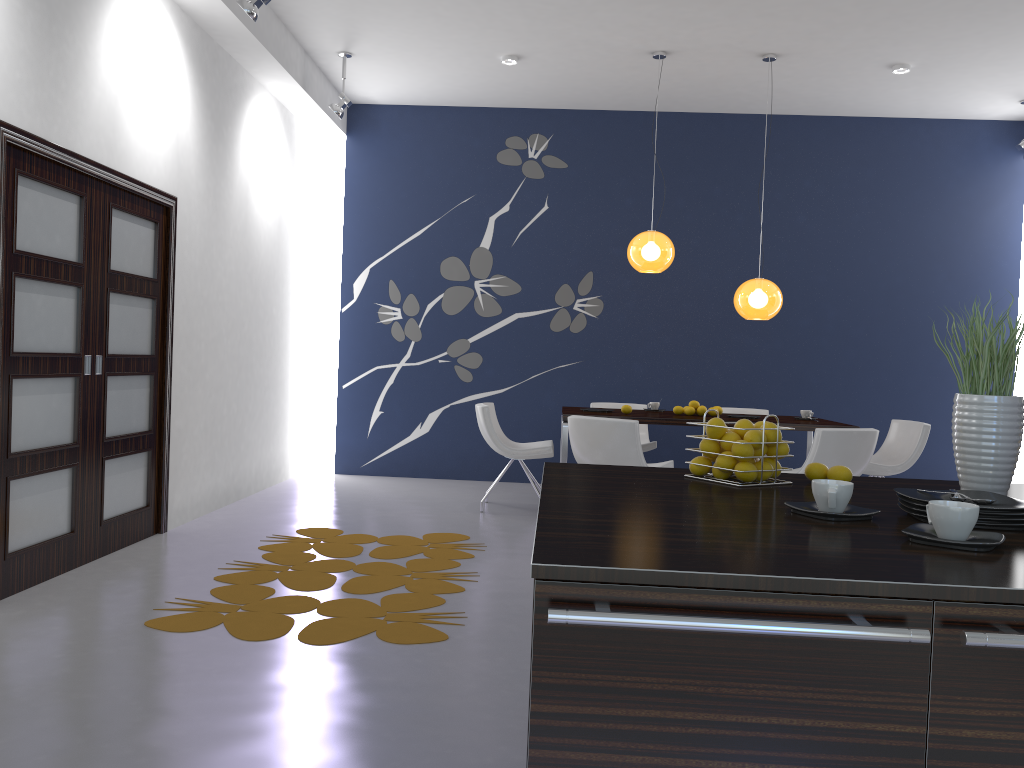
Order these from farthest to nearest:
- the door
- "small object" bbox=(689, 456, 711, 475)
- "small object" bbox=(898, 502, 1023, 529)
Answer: Answer: the door
"small object" bbox=(689, 456, 711, 475)
"small object" bbox=(898, 502, 1023, 529)

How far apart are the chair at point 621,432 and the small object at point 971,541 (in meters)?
3.88

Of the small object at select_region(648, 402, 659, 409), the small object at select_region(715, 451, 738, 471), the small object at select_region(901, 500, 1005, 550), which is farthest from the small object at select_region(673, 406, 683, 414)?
the small object at select_region(901, 500, 1005, 550)

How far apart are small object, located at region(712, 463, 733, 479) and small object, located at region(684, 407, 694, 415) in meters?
4.5 m

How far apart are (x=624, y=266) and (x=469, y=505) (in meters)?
2.80

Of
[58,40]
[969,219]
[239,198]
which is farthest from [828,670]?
[969,219]

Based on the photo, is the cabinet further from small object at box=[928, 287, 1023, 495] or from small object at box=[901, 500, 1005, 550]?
small object at box=[928, 287, 1023, 495]

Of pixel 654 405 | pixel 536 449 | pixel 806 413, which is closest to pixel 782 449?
pixel 536 449

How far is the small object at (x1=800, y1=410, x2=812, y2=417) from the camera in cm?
670

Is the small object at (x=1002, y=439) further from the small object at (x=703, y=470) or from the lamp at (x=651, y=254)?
the lamp at (x=651, y=254)
